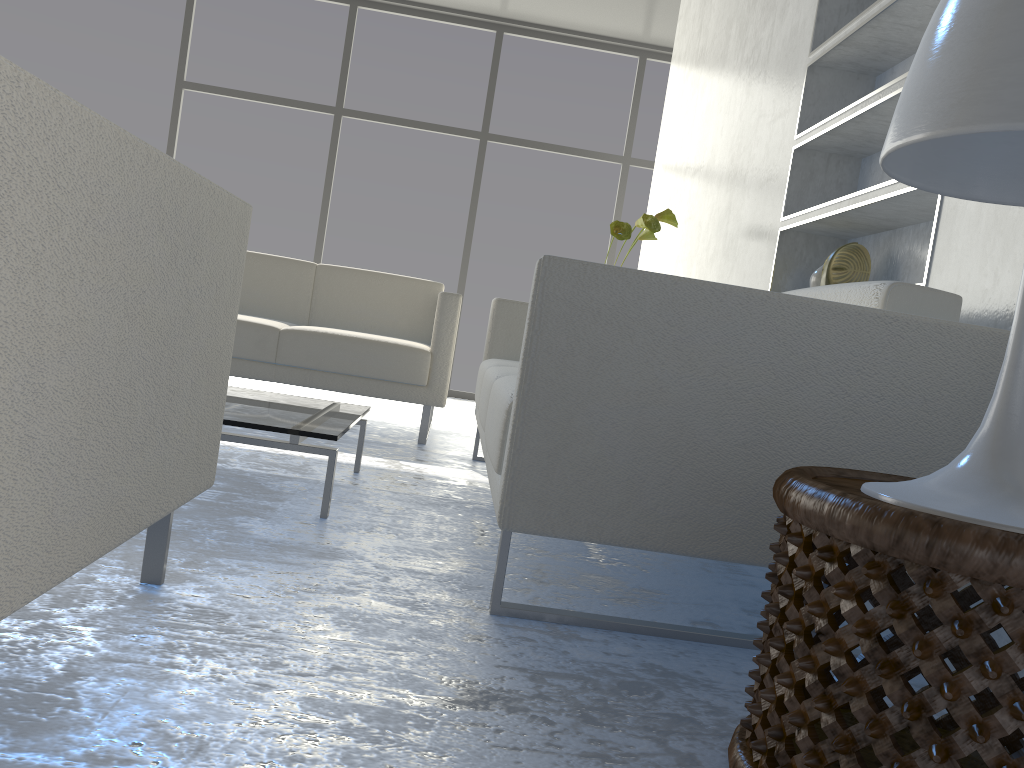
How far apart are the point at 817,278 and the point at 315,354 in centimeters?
180cm

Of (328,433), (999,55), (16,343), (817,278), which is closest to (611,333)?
(999,55)

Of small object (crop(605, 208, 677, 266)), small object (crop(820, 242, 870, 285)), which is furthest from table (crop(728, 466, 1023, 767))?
small object (crop(605, 208, 677, 266))

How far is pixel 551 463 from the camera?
1.40m

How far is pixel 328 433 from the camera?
1.92m

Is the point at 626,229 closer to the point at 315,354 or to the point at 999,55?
the point at 315,354

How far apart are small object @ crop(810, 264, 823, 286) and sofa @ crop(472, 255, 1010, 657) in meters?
0.8

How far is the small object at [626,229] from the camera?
3.24m

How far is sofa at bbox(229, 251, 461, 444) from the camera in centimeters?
334cm

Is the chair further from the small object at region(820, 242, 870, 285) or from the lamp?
the small object at region(820, 242, 870, 285)
